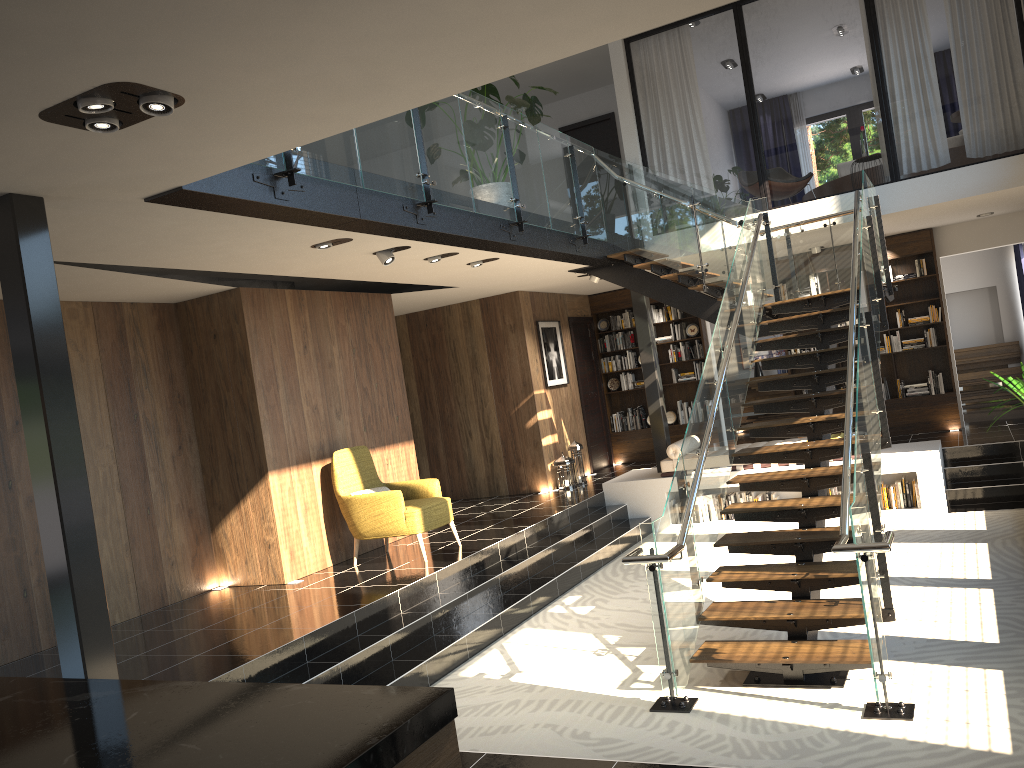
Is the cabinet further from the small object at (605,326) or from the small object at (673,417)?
the small object at (605,326)

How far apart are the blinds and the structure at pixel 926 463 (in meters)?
5.00

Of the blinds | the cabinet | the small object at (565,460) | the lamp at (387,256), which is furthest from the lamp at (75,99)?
the blinds

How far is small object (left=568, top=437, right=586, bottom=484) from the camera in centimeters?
1195cm

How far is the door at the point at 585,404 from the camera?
13.3 meters

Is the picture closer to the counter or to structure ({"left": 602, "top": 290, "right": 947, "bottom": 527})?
structure ({"left": 602, "top": 290, "right": 947, "bottom": 527})

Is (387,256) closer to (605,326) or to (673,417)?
(605,326)

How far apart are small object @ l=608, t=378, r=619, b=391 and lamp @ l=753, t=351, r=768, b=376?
3.7 meters

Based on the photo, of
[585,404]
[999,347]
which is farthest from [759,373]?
[585,404]

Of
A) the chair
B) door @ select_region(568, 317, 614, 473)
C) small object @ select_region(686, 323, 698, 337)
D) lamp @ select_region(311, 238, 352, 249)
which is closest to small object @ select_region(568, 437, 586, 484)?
door @ select_region(568, 317, 614, 473)
